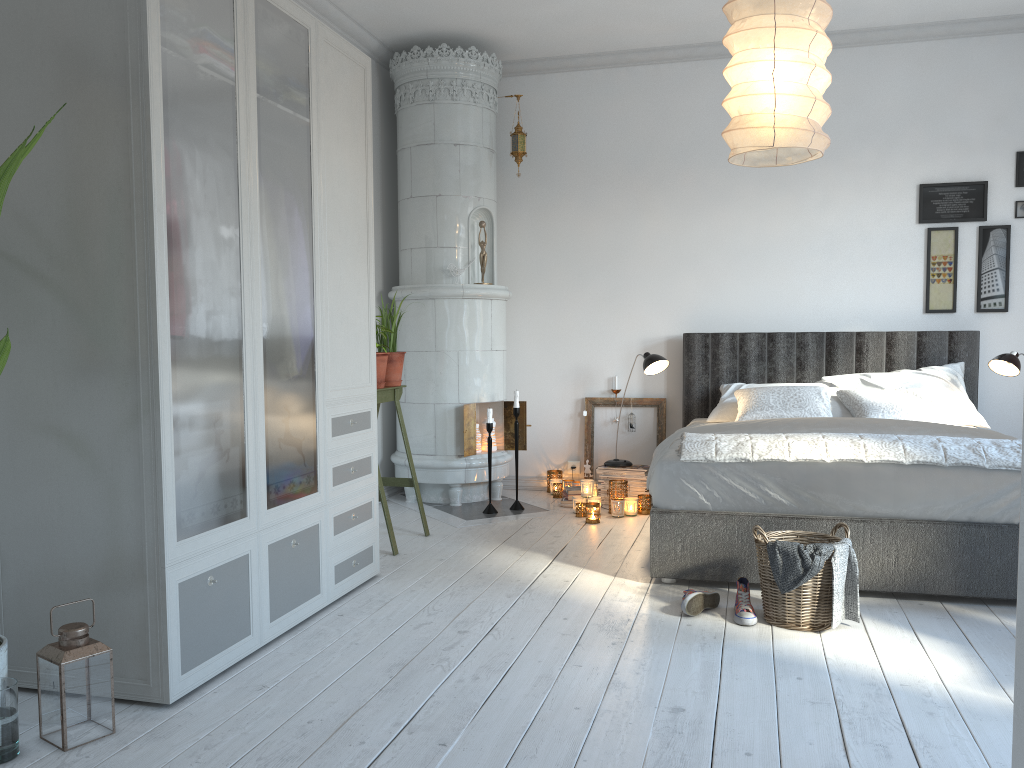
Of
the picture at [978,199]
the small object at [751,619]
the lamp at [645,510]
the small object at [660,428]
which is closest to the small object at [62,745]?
the small object at [751,619]

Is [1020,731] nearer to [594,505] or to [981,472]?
[981,472]

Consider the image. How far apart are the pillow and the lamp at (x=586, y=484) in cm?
92

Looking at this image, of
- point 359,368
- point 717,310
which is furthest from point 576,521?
point 359,368

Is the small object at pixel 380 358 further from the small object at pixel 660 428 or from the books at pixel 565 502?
the small object at pixel 660 428

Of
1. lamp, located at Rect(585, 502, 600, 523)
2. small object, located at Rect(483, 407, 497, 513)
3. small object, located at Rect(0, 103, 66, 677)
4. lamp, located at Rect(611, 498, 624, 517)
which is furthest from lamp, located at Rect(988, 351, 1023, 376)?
small object, located at Rect(0, 103, 66, 677)

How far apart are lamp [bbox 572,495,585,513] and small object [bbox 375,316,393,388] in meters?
1.4 m

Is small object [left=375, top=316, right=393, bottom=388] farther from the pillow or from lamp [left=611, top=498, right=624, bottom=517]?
the pillow

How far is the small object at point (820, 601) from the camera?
3.0m

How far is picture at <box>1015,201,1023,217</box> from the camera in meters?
5.1
